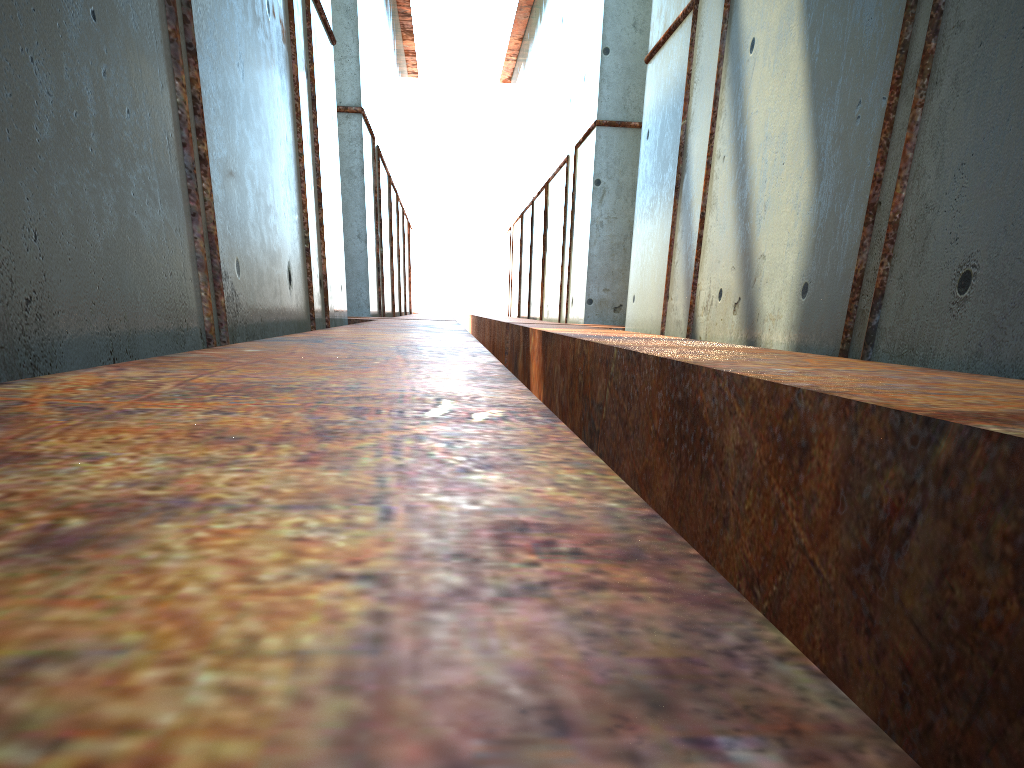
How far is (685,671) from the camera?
0.5 meters
